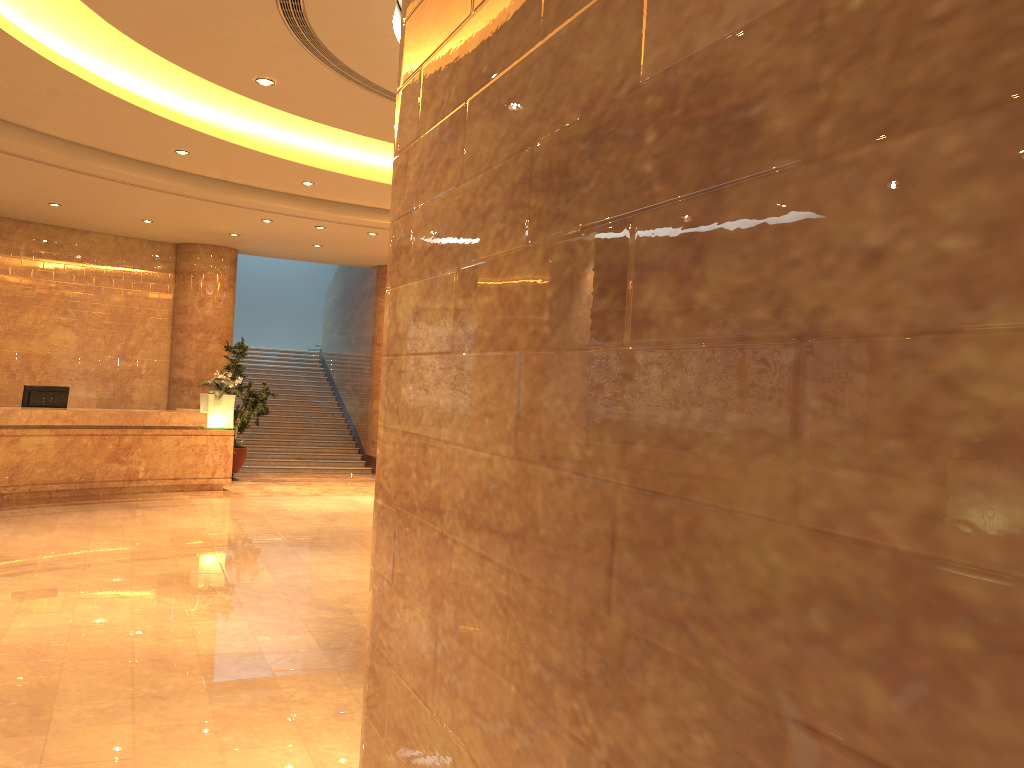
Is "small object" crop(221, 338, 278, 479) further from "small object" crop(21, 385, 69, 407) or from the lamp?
"small object" crop(21, 385, 69, 407)

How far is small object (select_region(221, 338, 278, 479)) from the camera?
14.5 meters

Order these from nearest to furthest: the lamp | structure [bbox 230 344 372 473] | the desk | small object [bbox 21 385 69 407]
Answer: the desk → small object [bbox 21 385 69 407] → the lamp → structure [bbox 230 344 372 473]

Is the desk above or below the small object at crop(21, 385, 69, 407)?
below

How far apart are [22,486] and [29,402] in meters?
1.2

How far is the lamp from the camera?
13.1m

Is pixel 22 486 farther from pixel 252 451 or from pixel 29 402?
pixel 252 451

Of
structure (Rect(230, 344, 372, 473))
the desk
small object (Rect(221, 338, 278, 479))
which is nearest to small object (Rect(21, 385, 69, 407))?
the desk

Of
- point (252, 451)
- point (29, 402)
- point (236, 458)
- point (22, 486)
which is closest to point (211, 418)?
point (236, 458)

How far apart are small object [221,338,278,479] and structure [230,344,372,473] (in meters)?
0.89
